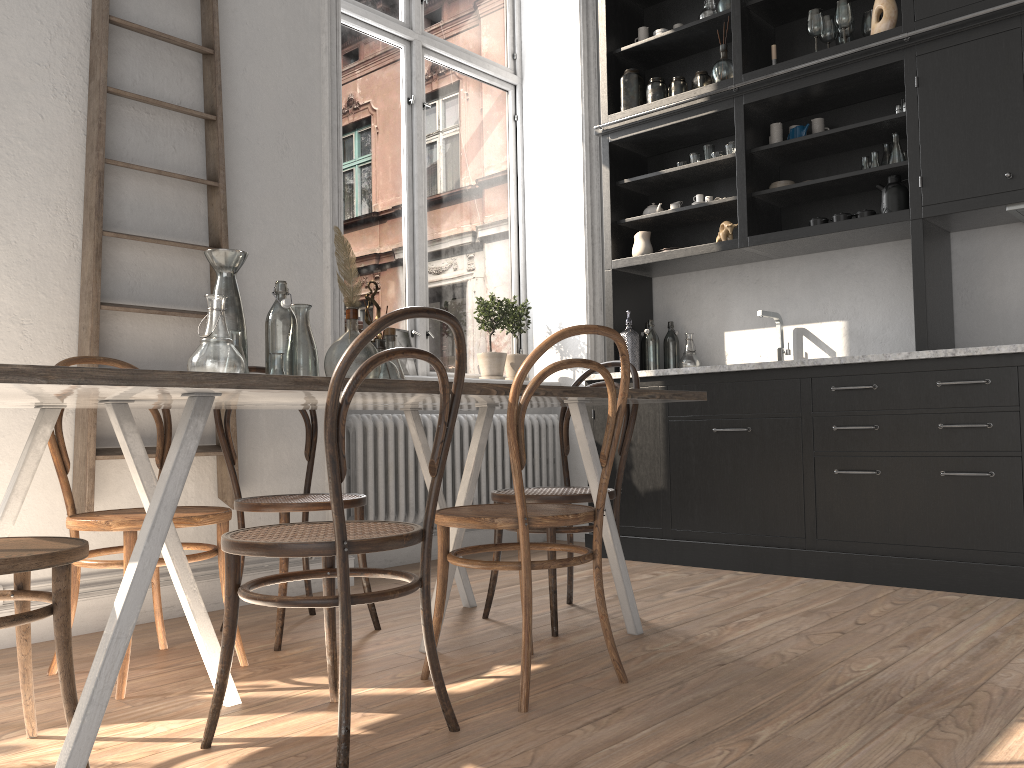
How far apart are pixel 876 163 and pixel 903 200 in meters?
0.2

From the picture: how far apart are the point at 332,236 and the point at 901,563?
2.75m

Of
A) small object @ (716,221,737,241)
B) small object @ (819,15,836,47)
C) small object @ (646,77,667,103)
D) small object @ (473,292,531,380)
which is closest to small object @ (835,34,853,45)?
small object @ (819,15,836,47)

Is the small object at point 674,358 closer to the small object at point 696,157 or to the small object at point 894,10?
the small object at point 696,157

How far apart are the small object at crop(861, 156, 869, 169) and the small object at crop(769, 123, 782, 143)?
0.5 meters

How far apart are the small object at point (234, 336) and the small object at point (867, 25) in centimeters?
340cm

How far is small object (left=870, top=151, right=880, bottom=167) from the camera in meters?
4.0

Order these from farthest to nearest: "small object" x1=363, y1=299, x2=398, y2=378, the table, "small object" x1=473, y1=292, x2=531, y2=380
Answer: "small object" x1=473, y1=292, x2=531, y2=380, "small object" x1=363, y1=299, x2=398, y2=378, the table

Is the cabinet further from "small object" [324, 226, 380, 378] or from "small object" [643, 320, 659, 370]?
"small object" [324, 226, 380, 378]

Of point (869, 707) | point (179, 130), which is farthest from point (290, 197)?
point (869, 707)
